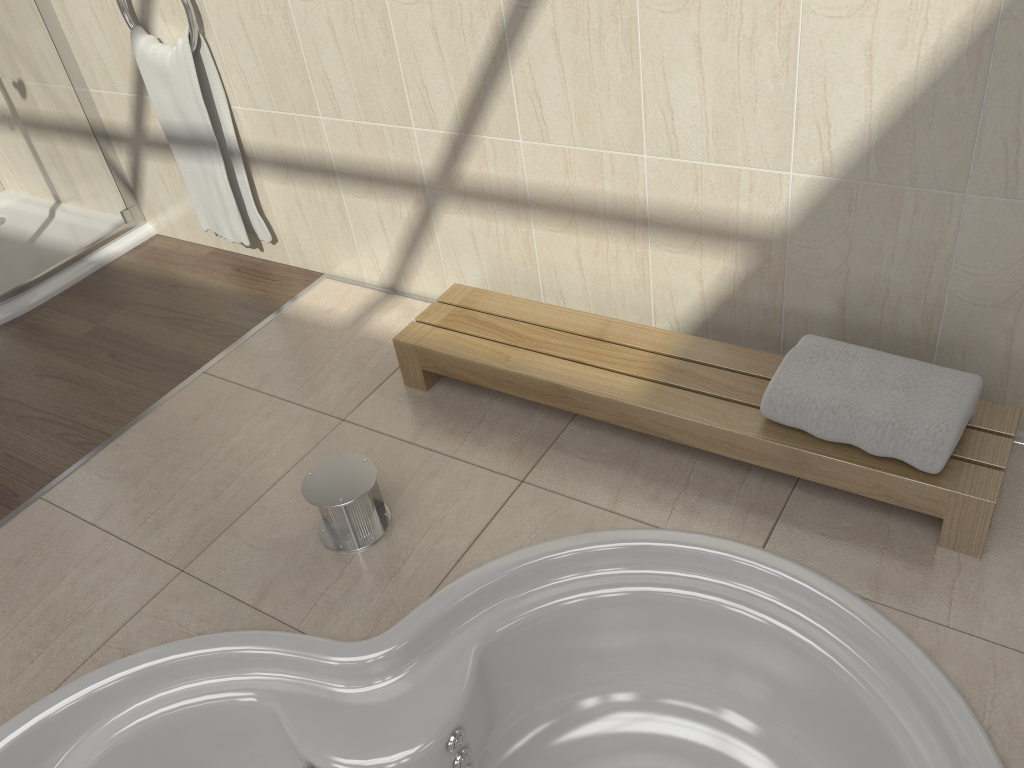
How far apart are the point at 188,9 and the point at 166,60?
0.2m

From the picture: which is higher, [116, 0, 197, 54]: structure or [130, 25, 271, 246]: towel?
[116, 0, 197, 54]: structure

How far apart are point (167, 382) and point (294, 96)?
0.8m

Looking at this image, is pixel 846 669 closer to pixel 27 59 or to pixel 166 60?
pixel 166 60

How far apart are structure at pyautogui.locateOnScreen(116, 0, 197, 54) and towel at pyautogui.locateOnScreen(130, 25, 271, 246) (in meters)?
0.02

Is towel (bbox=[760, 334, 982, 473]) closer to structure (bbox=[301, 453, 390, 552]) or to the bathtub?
the bathtub

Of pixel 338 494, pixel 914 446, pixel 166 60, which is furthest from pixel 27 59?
pixel 914 446

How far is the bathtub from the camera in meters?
1.5 m

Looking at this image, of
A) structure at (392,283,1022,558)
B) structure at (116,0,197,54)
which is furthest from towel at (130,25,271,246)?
structure at (392,283,1022,558)

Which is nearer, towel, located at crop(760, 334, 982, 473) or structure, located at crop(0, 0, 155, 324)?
towel, located at crop(760, 334, 982, 473)
